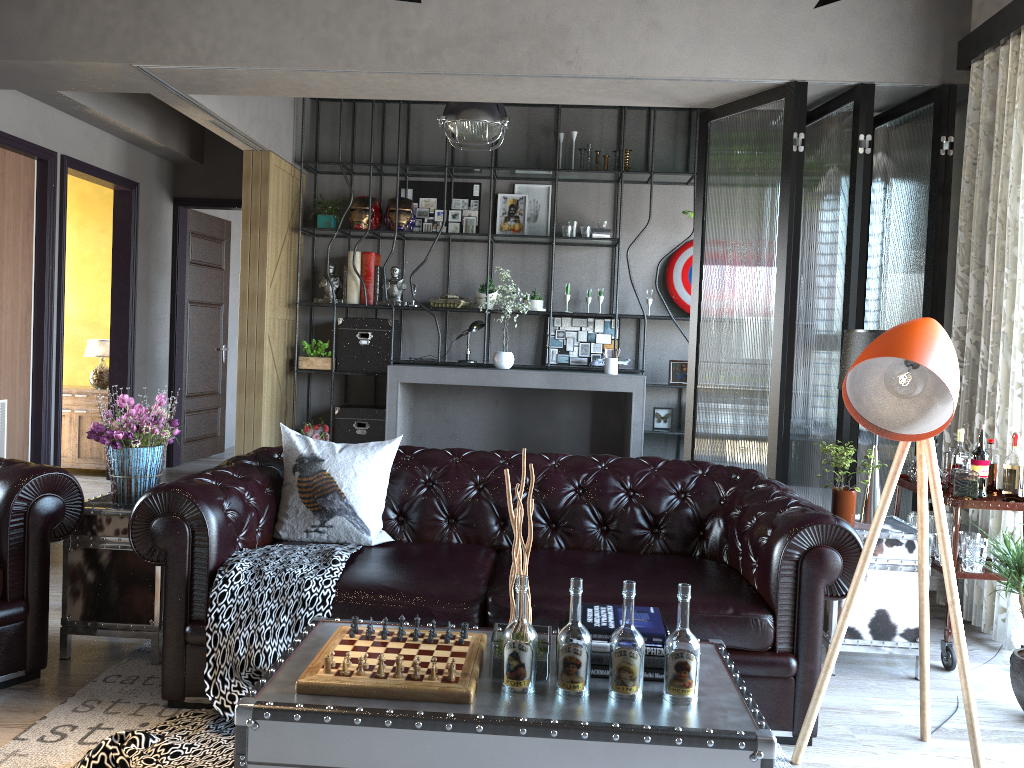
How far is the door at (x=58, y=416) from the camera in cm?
649

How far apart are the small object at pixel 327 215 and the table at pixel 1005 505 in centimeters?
522cm

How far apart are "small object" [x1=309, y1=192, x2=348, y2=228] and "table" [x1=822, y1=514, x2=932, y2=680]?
5.4 meters

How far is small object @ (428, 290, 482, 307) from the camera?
7.7m

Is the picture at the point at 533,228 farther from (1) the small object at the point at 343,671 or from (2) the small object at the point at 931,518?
(1) the small object at the point at 343,671

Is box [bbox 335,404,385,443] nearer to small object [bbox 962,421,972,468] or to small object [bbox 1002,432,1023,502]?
small object [bbox 962,421,972,468]

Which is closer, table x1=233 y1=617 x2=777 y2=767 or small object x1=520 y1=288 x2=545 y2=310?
table x1=233 y1=617 x2=777 y2=767

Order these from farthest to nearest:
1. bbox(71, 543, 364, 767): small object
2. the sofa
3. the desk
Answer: the desk, the sofa, bbox(71, 543, 364, 767): small object

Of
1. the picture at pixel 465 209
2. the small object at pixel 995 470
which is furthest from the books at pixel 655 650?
the picture at pixel 465 209

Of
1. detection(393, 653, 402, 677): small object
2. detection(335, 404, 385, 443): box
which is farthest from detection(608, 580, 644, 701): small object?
detection(335, 404, 385, 443): box
